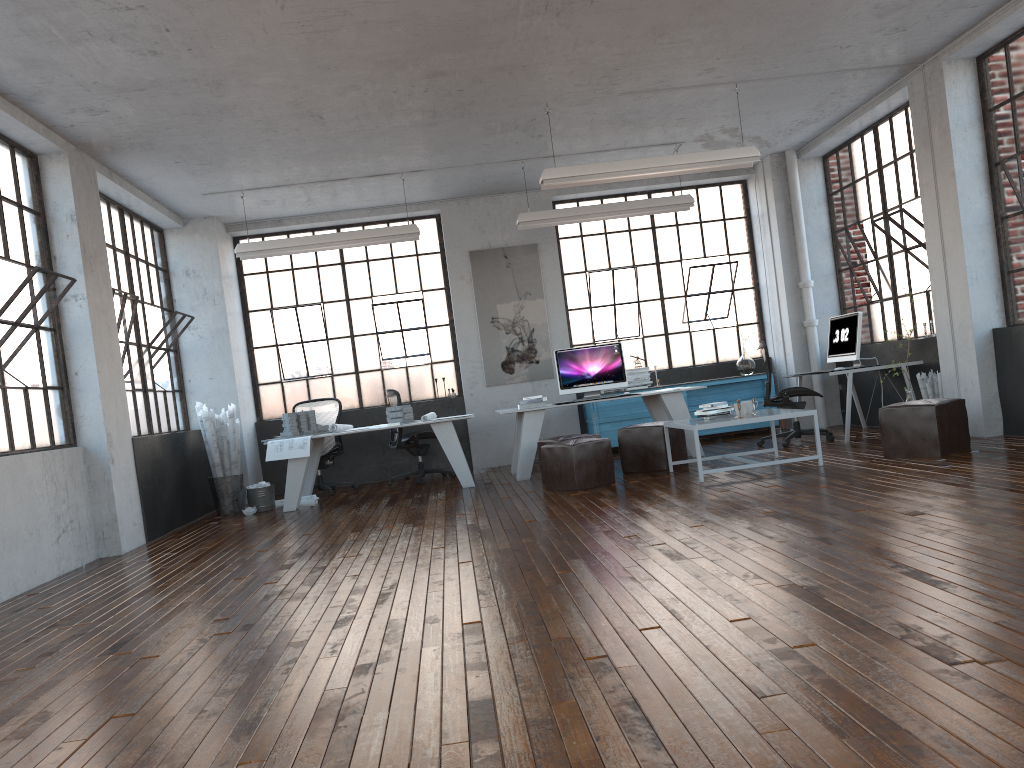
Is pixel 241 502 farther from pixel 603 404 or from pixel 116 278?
pixel 603 404

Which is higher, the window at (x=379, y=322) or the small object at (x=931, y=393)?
the window at (x=379, y=322)

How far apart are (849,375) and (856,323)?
0.6 meters

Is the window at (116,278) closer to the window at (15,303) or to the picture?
the window at (15,303)

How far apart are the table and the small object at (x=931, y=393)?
1.6 meters

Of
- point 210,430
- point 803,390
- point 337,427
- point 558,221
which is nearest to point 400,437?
point 337,427

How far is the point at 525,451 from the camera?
8.7 meters

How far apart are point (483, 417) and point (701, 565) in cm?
683

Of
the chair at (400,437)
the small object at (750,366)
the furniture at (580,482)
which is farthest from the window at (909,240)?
the chair at (400,437)

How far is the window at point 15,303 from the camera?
6.0m
